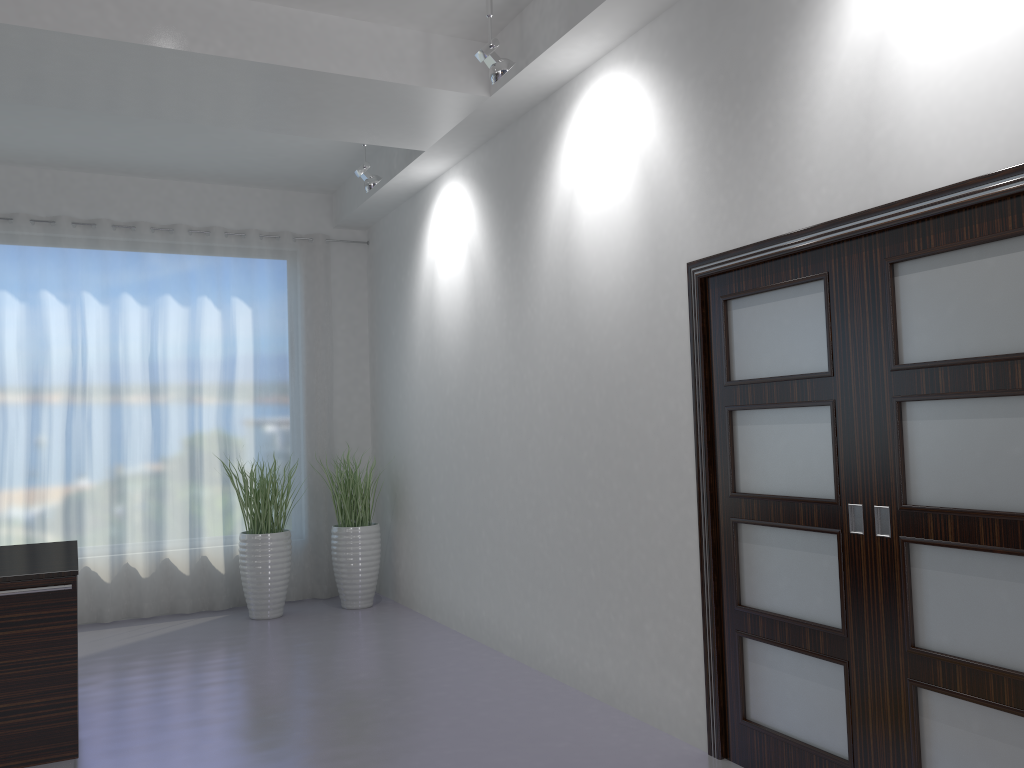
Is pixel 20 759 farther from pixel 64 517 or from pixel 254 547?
pixel 64 517

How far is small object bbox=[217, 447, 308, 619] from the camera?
6.67m

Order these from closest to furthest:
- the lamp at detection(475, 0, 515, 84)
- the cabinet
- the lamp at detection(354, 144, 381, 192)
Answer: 1. the cabinet
2. the lamp at detection(475, 0, 515, 84)
3. the lamp at detection(354, 144, 381, 192)

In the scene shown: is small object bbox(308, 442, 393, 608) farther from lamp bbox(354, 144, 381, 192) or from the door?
the door

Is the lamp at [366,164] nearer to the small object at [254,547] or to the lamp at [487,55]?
the lamp at [487,55]

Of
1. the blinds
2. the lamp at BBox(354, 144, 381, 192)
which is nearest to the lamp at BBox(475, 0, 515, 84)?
the lamp at BBox(354, 144, 381, 192)

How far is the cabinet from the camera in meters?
3.5

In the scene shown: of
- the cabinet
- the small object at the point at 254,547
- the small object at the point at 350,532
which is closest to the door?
the cabinet

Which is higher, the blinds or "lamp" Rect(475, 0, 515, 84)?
"lamp" Rect(475, 0, 515, 84)

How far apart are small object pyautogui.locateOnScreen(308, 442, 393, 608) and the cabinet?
3.3 meters
